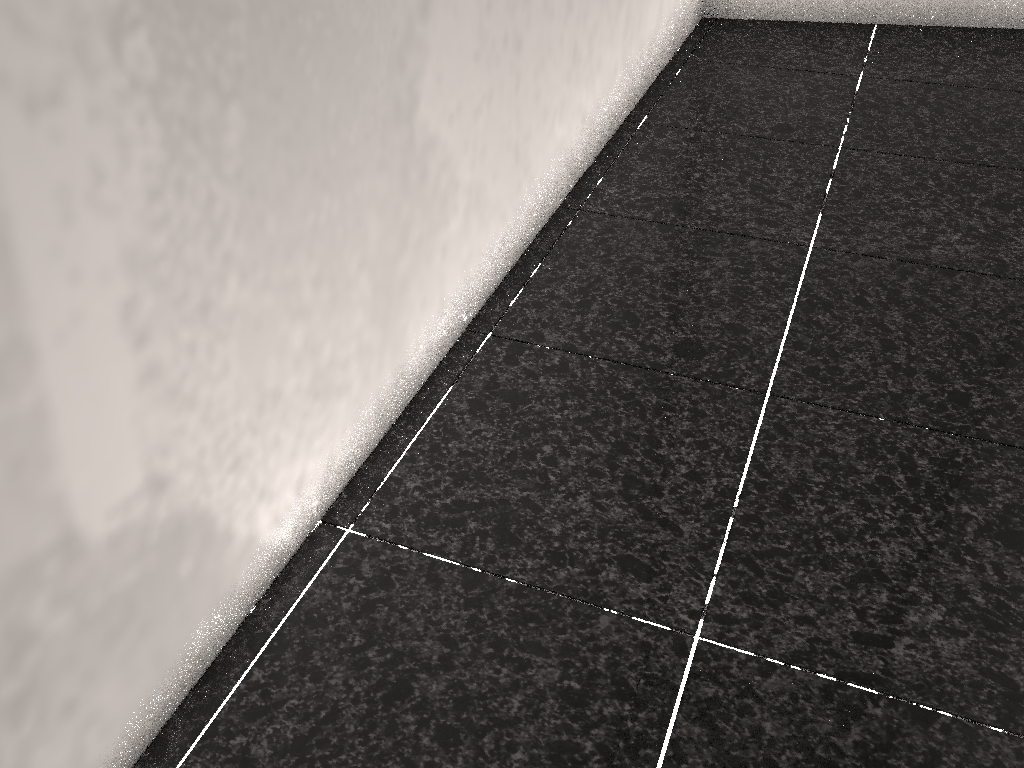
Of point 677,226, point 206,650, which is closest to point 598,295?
point 677,226
